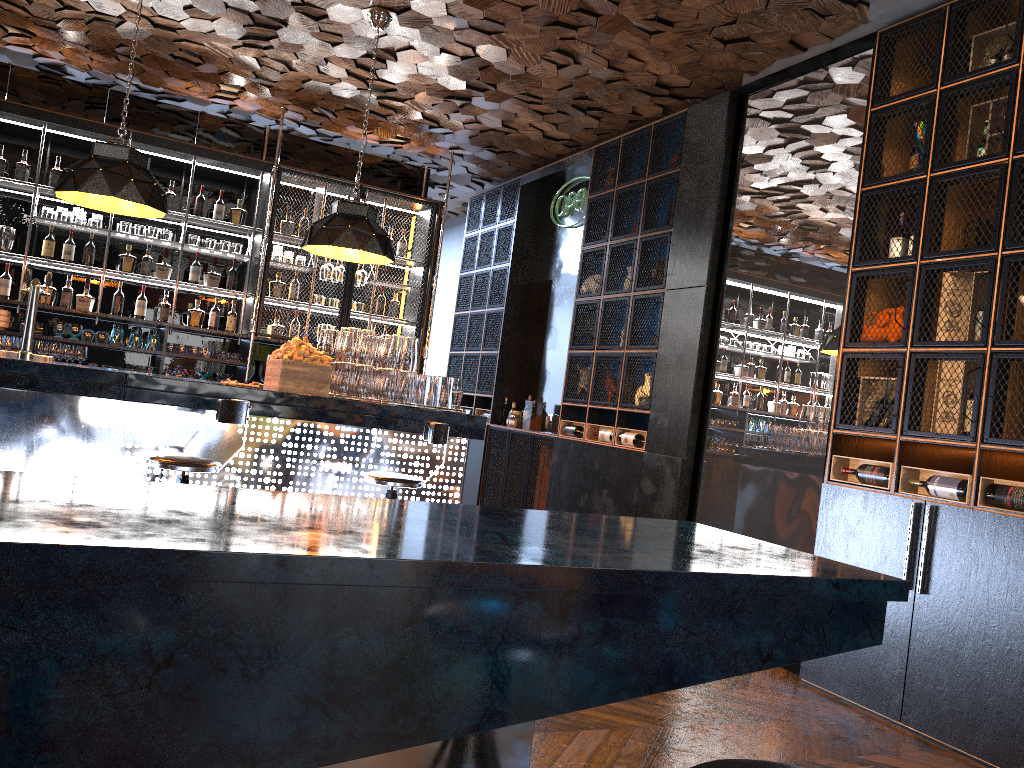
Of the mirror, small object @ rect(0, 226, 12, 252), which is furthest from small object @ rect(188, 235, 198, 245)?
the mirror

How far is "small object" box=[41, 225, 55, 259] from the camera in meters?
7.1

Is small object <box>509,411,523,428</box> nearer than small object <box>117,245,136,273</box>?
No

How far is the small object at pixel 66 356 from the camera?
7.1m

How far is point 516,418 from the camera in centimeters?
818cm

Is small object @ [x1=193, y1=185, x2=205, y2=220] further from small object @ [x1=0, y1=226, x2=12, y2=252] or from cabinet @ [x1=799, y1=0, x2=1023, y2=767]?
cabinet @ [x1=799, y1=0, x2=1023, y2=767]

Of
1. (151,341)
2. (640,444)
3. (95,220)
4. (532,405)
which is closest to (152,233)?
(95,220)

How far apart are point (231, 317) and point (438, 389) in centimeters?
314cm

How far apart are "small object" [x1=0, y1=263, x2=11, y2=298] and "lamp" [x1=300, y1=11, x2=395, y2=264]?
2.95m

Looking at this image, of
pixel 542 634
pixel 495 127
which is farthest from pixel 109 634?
pixel 495 127
